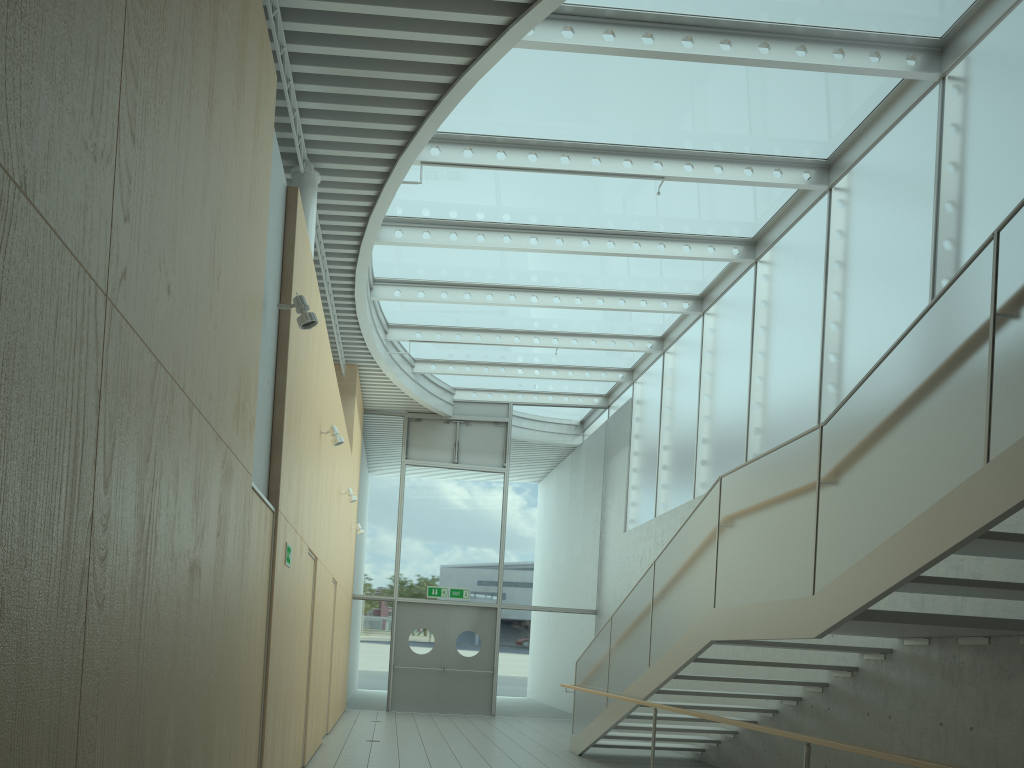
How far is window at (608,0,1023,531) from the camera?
6.6m

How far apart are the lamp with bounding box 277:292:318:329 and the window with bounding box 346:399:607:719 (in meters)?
11.15

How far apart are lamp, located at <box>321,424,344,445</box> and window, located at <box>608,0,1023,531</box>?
4.70m

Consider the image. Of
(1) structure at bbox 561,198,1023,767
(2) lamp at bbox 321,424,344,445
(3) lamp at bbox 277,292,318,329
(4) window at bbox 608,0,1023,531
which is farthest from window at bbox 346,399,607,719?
(3) lamp at bbox 277,292,318,329

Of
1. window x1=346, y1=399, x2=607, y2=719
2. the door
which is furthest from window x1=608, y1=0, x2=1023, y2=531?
the door

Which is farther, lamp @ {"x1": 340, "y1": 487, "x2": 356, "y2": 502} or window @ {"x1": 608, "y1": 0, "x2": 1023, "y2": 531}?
lamp @ {"x1": 340, "y1": 487, "x2": 356, "y2": 502}

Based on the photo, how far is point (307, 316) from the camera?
5.20m

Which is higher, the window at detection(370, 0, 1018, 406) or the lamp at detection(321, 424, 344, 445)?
the window at detection(370, 0, 1018, 406)

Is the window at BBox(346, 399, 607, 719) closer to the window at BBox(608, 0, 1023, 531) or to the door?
the door

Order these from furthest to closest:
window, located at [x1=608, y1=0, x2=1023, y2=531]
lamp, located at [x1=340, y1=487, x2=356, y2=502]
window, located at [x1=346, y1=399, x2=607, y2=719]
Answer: window, located at [x1=346, y1=399, x2=607, y2=719], lamp, located at [x1=340, y1=487, x2=356, y2=502], window, located at [x1=608, y1=0, x2=1023, y2=531]
